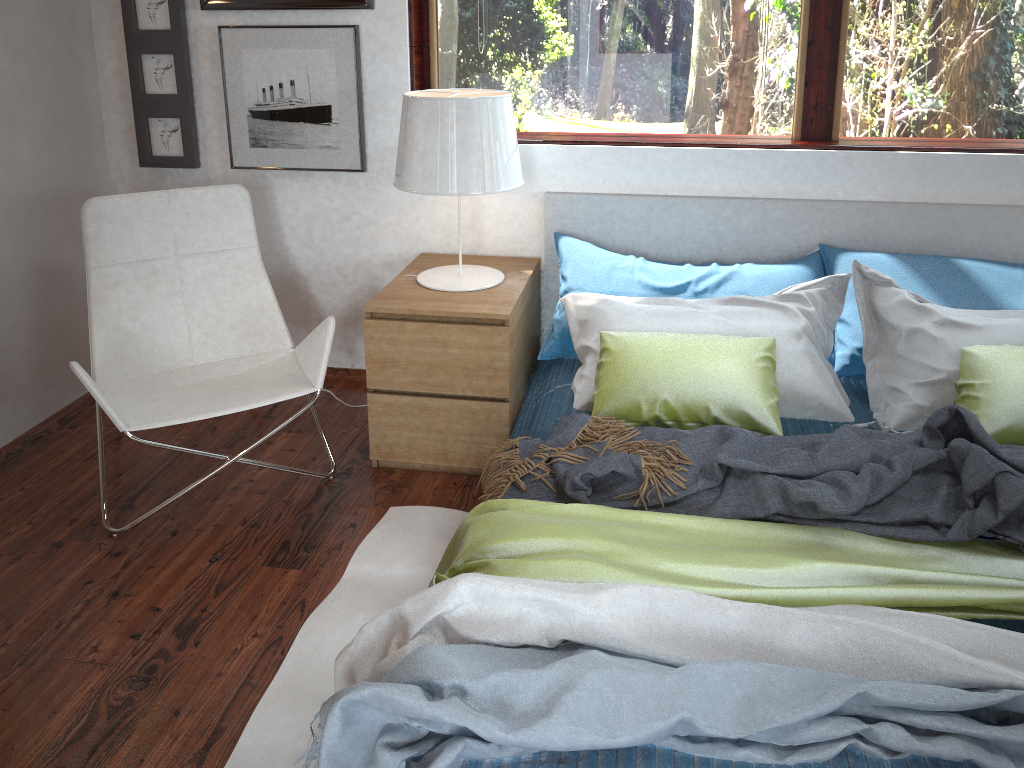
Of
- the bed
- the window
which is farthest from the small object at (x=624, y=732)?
the window

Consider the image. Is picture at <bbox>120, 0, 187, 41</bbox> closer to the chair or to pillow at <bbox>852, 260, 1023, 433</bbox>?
the chair

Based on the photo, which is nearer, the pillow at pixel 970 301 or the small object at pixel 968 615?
the small object at pixel 968 615

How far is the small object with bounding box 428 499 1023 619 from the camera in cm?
153

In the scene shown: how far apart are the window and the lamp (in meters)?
0.32

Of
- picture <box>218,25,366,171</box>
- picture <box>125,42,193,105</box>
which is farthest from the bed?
picture <box>125,42,193,105</box>

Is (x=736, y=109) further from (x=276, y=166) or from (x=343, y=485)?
(x=343, y=485)

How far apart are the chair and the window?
0.8 meters

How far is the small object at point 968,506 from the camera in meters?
1.7 m

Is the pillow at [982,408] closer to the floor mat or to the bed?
the bed
